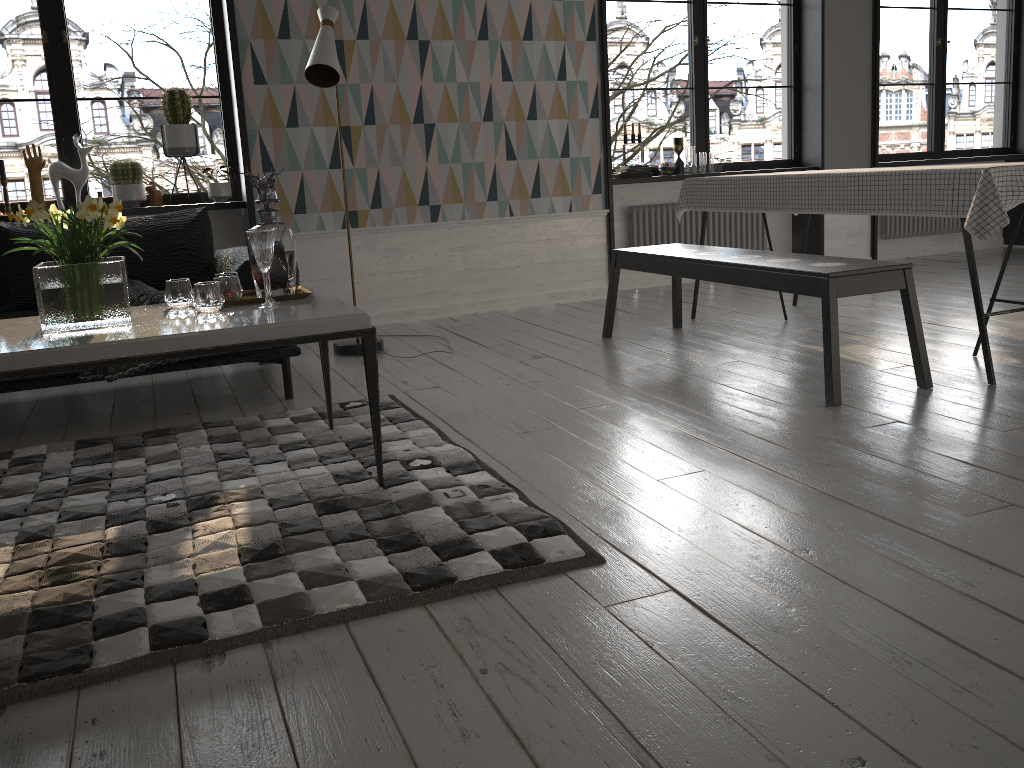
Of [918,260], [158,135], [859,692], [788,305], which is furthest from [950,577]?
[158,135]

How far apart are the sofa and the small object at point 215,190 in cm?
85

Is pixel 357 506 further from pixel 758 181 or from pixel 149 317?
pixel 758 181

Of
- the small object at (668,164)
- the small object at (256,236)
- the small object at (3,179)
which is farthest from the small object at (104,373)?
the small object at (668,164)

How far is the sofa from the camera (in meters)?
3.48

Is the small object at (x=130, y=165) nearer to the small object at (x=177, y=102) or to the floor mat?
the small object at (x=177, y=102)

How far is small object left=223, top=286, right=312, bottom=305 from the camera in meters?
2.7 m

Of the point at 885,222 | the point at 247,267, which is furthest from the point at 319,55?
the point at 885,222

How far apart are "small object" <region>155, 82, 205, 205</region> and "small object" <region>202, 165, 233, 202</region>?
0.2m

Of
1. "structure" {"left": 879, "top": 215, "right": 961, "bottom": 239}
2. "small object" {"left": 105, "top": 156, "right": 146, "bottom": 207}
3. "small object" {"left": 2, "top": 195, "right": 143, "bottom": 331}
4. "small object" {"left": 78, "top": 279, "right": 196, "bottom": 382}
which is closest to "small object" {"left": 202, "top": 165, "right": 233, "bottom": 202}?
"small object" {"left": 105, "top": 156, "right": 146, "bottom": 207}
